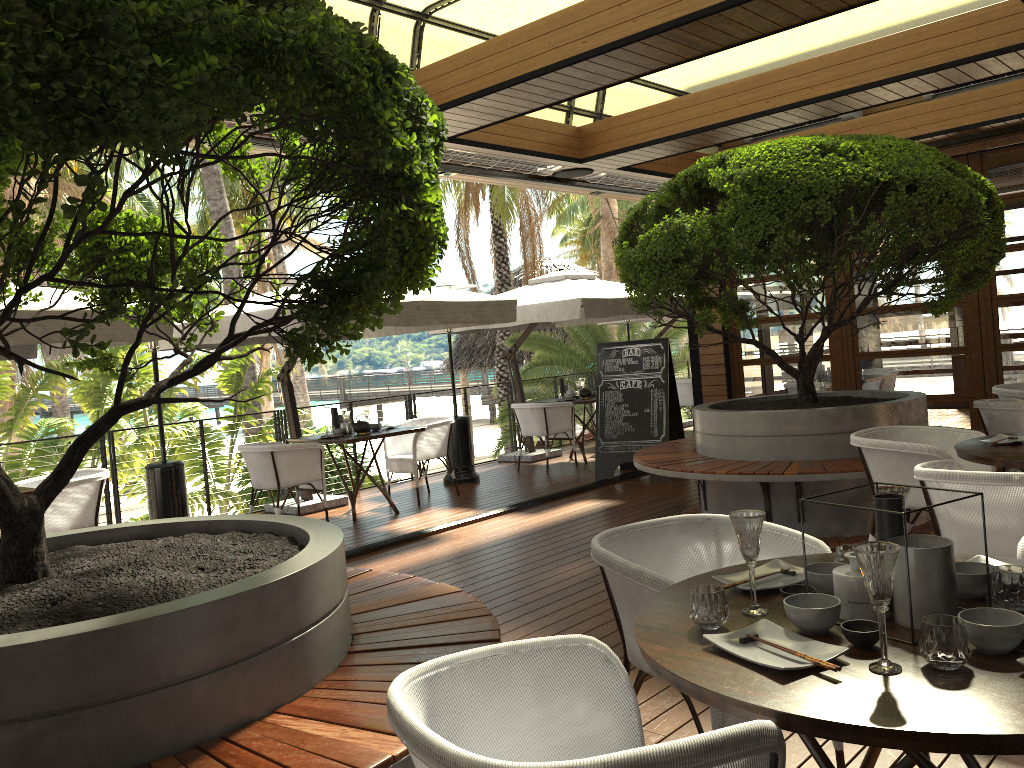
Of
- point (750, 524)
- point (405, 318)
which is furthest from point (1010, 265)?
point (750, 524)

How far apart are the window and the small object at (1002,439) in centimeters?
429cm

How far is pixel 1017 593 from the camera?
1.9 meters

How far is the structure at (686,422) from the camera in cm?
1354

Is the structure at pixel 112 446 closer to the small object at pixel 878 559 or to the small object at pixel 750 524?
the small object at pixel 750 524

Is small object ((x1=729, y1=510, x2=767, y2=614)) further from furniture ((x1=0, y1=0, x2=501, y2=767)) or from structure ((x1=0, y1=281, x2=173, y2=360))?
structure ((x1=0, y1=281, x2=173, y2=360))

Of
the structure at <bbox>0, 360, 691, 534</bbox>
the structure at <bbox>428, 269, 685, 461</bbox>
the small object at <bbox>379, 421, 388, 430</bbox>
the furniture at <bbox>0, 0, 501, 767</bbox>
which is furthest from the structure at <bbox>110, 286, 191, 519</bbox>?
the structure at <bbox>428, 269, 685, 461</bbox>

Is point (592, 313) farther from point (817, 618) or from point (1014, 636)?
point (1014, 636)

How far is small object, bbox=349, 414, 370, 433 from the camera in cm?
809

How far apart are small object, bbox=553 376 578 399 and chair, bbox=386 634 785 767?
8.8m
